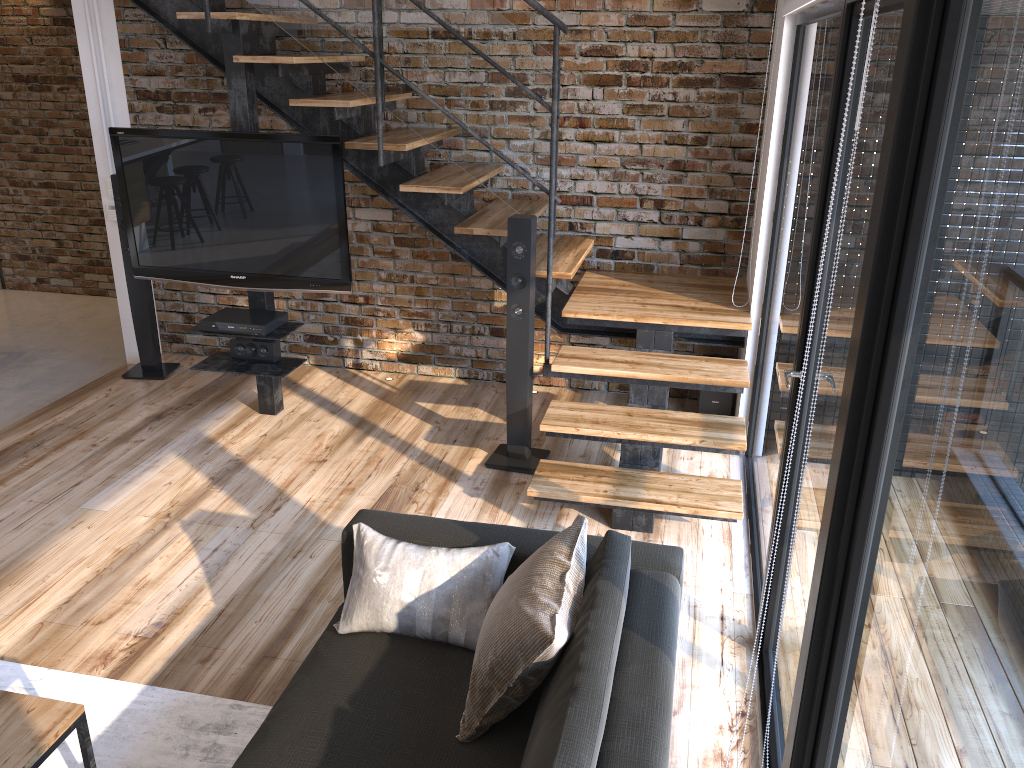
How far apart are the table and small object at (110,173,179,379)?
3.3 meters

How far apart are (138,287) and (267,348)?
1.20m

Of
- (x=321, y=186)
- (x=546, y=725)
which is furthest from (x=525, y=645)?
(x=321, y=186)

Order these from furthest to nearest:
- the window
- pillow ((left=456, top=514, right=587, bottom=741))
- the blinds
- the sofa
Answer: the blinds
pillow ((left=456, top=514, right=587, bottom=741))
the sofa
the window

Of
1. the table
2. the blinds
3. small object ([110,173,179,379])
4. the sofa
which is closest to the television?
small object ([110,173,179,379])

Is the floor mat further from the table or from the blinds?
the blinds

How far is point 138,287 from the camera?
5.3m

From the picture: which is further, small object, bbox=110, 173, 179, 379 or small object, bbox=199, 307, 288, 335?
small object, bbox=110, 173, 179, 379

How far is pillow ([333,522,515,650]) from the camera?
2.4m

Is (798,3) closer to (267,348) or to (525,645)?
(525,645)
